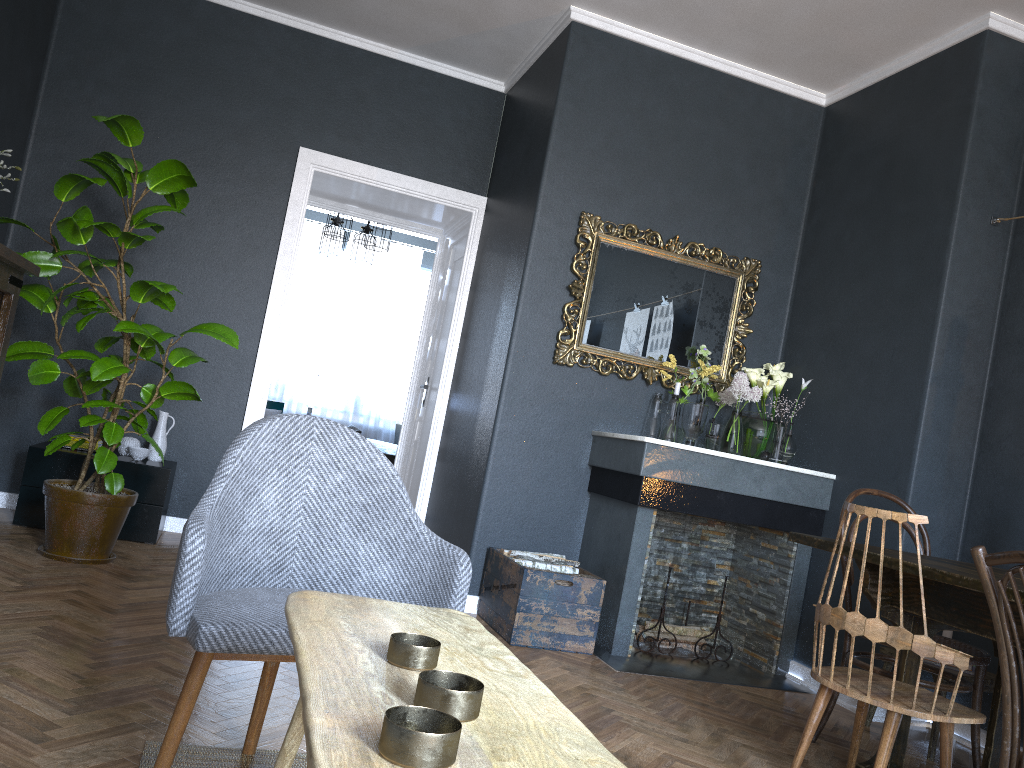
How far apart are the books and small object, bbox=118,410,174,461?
0.2 meters

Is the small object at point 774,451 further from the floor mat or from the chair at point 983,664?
the floor mat

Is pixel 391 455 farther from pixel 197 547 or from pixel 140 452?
pixel 197 547

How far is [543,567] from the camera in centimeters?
391cm

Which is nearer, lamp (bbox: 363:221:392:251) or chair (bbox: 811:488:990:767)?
chair (bbox: 811:488:990:767)

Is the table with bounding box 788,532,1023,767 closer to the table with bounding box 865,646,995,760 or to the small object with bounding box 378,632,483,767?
the table with bounding box 865,646,995,760

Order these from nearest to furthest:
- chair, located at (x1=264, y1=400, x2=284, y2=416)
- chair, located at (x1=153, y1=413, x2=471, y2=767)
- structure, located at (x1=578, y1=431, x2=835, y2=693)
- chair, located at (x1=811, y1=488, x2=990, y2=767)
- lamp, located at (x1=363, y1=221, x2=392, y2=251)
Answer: chair, located at (x1=153, y1=413, x2=471, y2=767) < chair, located at (x1=811, y1=488, x2=990, y2=767) < structure, located at (x1=578, y1=431, x2=835, y2=693) < lamp, located at (x1=363, y1=221, x2=392, y2=251) < chair, located at (x1=264, y1=400, x2=284, y2=416)

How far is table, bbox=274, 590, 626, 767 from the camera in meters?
0.8 m

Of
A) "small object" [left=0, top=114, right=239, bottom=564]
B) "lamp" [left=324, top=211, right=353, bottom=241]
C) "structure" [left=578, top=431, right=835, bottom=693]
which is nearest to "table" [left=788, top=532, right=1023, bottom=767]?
"structure" [left=578, top=431, right=835, bottom=693]

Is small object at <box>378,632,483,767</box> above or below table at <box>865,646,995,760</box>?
above
